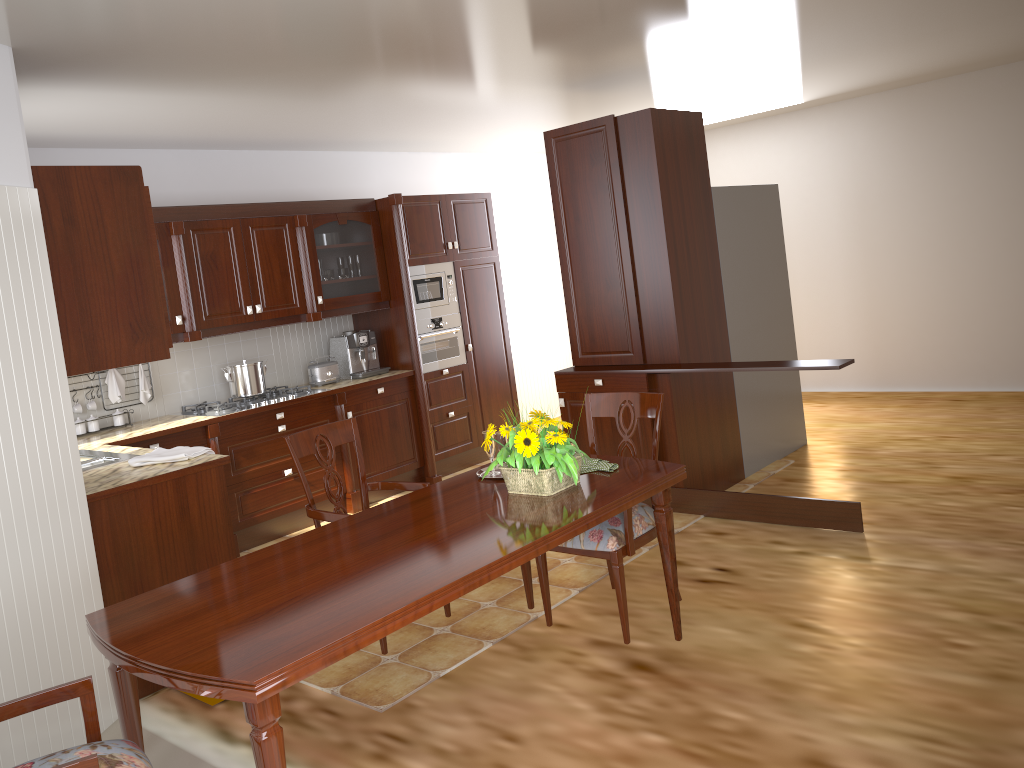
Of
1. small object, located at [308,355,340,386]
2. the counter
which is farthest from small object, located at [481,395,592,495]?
small object, located at [308,355,340,386]

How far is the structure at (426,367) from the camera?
6.29m

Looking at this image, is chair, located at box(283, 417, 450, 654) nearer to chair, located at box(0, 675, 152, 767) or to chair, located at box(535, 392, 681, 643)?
chair, located at box(535, 392, 681, 643)

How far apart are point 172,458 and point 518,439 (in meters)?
1.83

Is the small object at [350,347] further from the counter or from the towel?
the towel

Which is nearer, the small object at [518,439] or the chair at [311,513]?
the small object at [518,439]

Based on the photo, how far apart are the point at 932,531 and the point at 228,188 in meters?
4.6 m

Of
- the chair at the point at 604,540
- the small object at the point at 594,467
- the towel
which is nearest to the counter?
the towel

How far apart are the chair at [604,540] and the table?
0.1m

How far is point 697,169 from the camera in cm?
501
